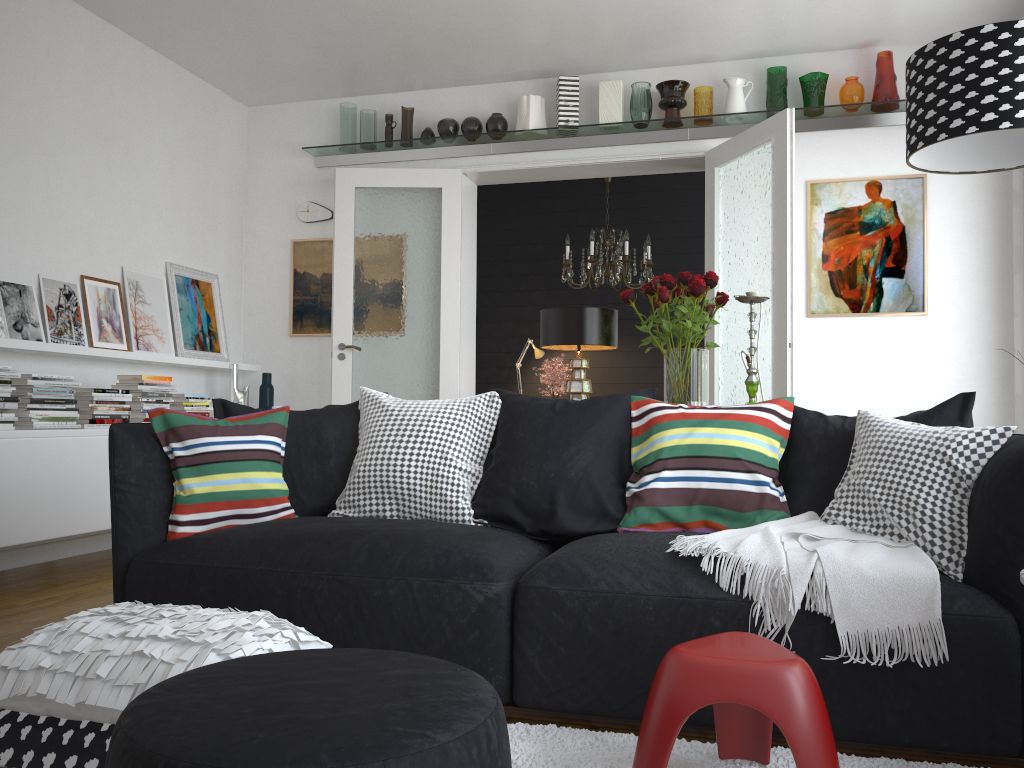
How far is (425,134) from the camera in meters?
6.0 m

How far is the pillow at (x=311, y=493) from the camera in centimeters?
302cm

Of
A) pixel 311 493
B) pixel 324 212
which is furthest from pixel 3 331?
pixel 324 212

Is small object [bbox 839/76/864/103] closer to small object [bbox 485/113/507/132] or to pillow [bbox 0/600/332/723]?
small object [bbox 485/113/507/132]

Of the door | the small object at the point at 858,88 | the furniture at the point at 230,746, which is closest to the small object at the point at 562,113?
the door

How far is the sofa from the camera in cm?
200

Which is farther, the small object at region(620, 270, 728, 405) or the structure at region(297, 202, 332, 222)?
the structure at region(297, 202, 332, 222)

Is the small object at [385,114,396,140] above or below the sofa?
Result: above

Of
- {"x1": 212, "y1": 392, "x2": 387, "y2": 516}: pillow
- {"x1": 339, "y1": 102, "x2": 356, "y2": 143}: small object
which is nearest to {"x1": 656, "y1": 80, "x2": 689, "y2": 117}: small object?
{"x1": 339, "y1": 102, "x2": 356, "y2": 143}: small object

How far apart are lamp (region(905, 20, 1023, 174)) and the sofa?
0.7 meters
